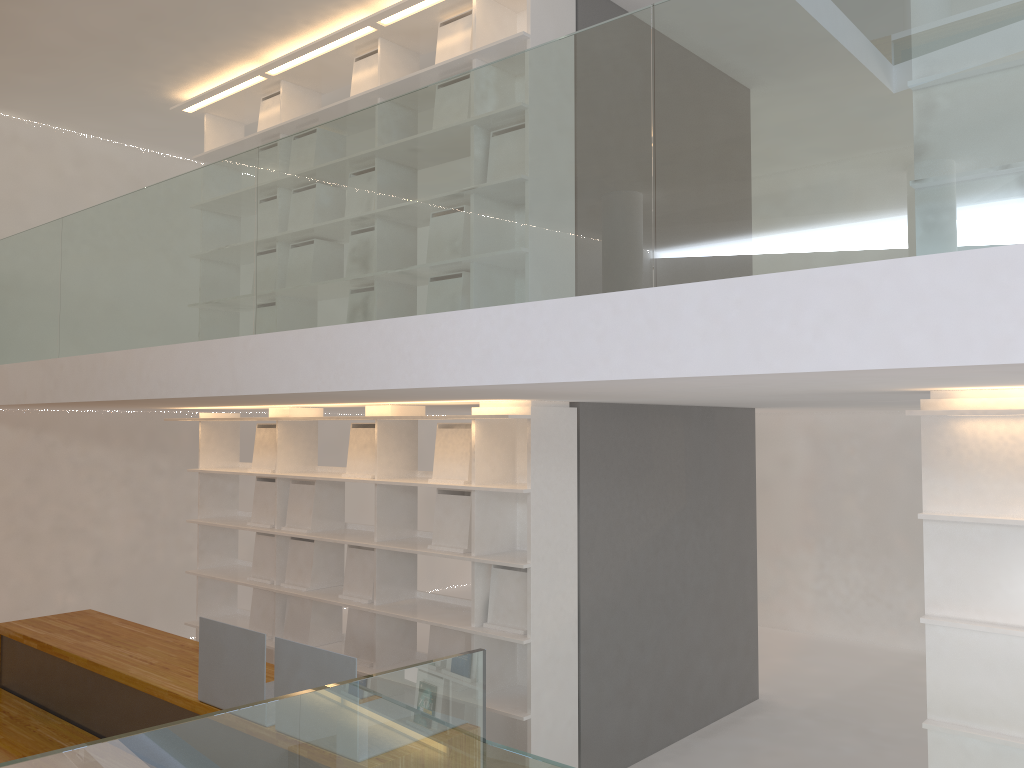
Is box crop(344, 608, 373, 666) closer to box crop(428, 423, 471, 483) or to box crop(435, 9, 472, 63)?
box crop(428, 423, 471, 483)

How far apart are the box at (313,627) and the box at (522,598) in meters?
1.4

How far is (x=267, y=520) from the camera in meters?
5.4 m

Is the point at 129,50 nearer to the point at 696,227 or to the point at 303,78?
the point at 303,78

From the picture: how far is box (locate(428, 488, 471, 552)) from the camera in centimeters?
429cm

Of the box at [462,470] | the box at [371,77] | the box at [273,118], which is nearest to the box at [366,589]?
the box at [462,470]

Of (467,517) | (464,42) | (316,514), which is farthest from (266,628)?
(464,42)

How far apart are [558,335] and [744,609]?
3.7 meters

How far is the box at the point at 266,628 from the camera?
5.32m

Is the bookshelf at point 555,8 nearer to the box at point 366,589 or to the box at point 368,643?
the box at point 366,589
